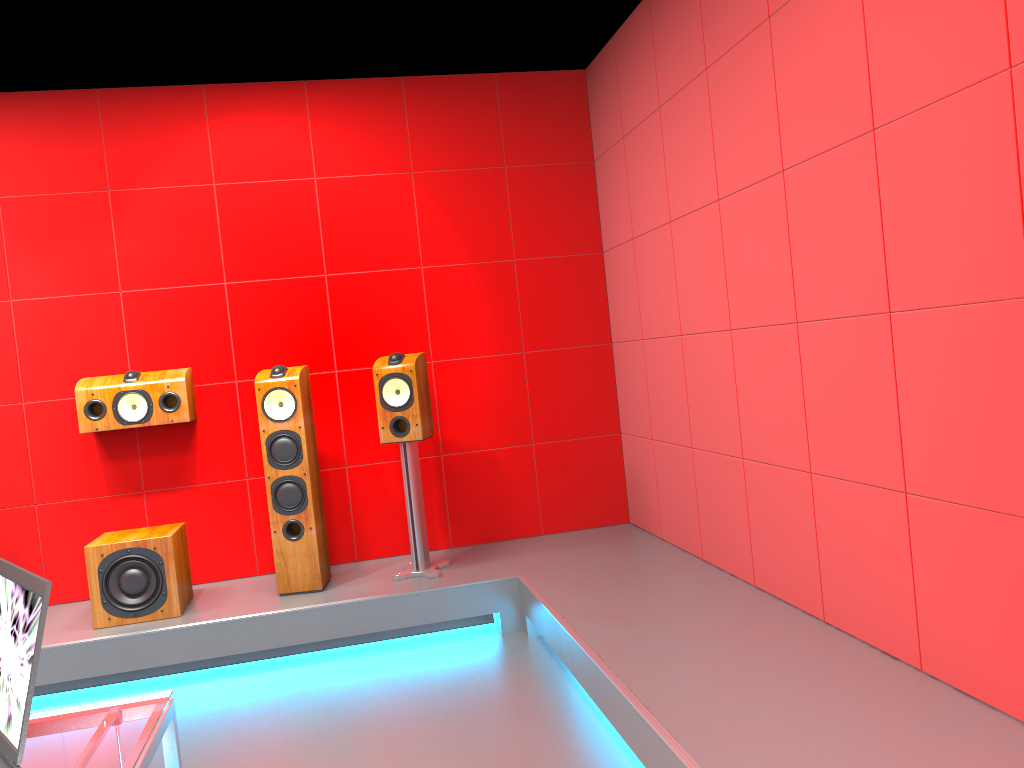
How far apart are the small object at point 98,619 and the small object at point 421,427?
0.94m

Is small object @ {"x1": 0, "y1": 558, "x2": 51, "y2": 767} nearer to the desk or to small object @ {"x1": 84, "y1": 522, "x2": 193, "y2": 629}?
the desk

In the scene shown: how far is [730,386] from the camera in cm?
347

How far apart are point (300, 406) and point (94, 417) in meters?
1.0 m

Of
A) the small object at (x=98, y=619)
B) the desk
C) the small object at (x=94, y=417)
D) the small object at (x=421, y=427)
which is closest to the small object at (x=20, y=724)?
the desk

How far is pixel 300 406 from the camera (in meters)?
4.03

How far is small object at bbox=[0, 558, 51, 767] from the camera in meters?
1.3 m

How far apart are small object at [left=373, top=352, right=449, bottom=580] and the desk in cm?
251

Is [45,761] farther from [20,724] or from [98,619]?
[98,619]

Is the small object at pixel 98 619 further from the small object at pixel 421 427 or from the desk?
the desk
